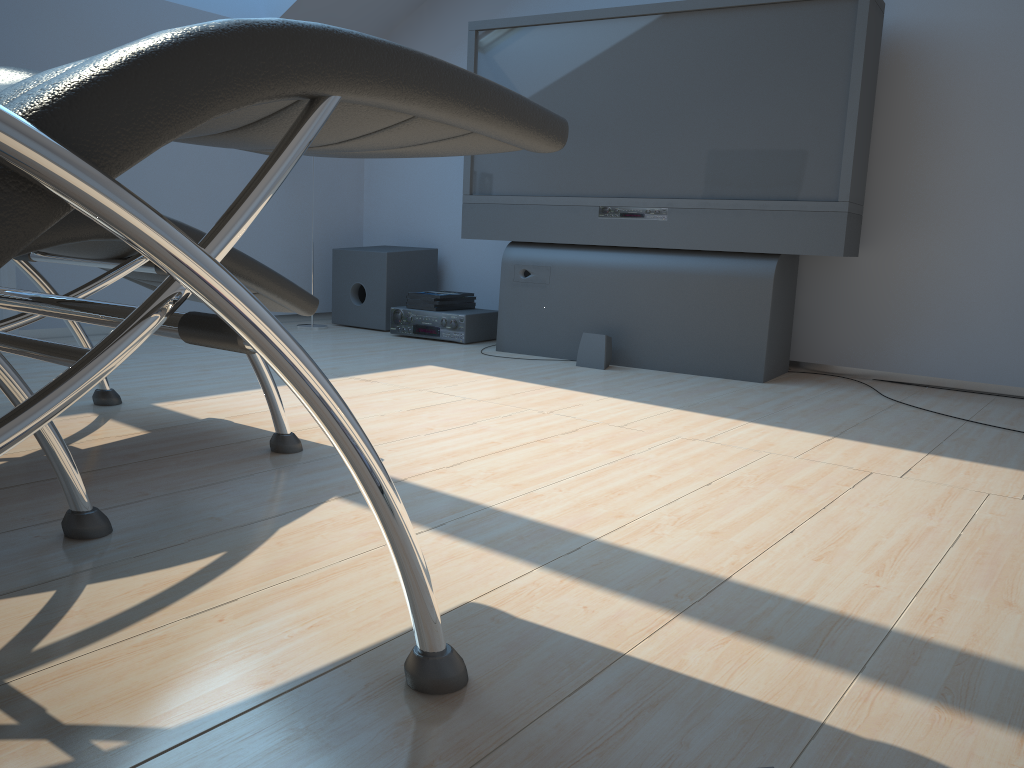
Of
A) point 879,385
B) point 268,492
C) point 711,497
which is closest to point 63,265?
point 268,492

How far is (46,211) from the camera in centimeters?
64cm

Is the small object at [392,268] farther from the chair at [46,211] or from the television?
the chair at [46,211]

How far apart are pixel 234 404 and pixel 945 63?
2.86m

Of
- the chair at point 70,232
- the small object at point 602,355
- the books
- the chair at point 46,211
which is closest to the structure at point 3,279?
the chair at point 70,232

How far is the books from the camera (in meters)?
4.26

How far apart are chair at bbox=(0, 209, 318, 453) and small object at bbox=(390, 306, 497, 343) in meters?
1.9 m

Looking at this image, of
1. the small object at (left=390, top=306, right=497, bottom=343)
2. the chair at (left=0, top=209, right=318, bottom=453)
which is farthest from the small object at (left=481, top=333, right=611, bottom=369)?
the chair at (left=0, top=209, right=318, bottom=453)

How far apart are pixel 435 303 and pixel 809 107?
1.9m

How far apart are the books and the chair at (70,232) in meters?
1.9
